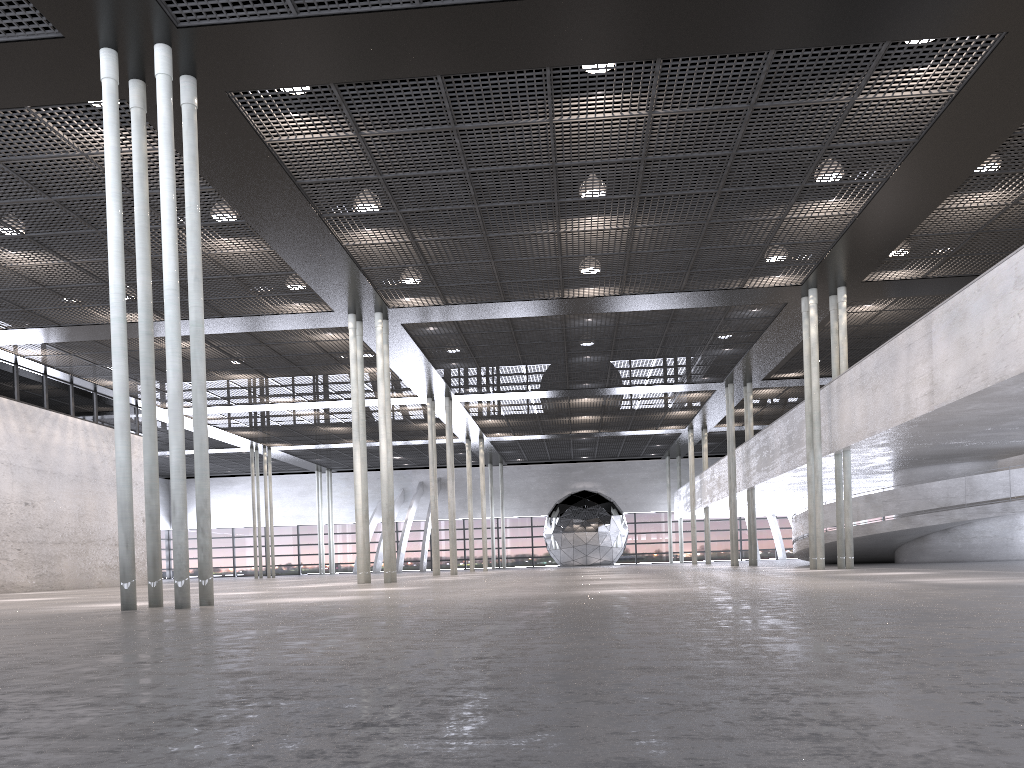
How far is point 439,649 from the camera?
3.7 meters
